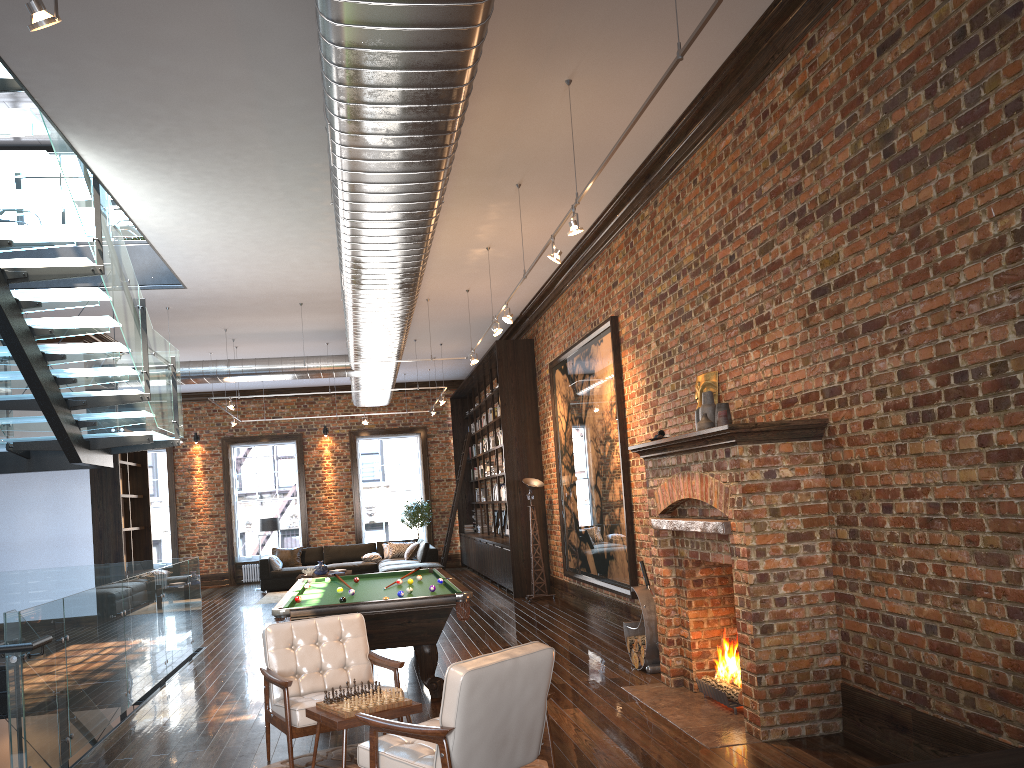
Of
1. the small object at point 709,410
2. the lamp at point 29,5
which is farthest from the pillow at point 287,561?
the lamp at point 29,5

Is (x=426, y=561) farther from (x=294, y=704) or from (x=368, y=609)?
(x=294, y=704)

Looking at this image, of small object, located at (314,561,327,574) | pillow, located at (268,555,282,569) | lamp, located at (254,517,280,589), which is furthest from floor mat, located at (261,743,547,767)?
lamp, located at (254,517,280,589)

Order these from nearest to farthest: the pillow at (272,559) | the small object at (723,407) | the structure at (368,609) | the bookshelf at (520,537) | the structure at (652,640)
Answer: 1. the small object at (723,407)
2. the structure at (368,609)
3. the structure at (652,640)
4. the bookshelf at (520,537)
5. the pillow at (272,559)

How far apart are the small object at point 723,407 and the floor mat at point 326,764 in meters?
2.9 m

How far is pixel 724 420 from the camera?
6.3 meters

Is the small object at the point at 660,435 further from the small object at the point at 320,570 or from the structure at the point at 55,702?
the small object at the point at 320,570

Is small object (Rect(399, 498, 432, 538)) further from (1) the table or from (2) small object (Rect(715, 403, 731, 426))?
(1) the table

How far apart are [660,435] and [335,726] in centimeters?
355cm

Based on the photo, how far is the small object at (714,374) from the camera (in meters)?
6.92
